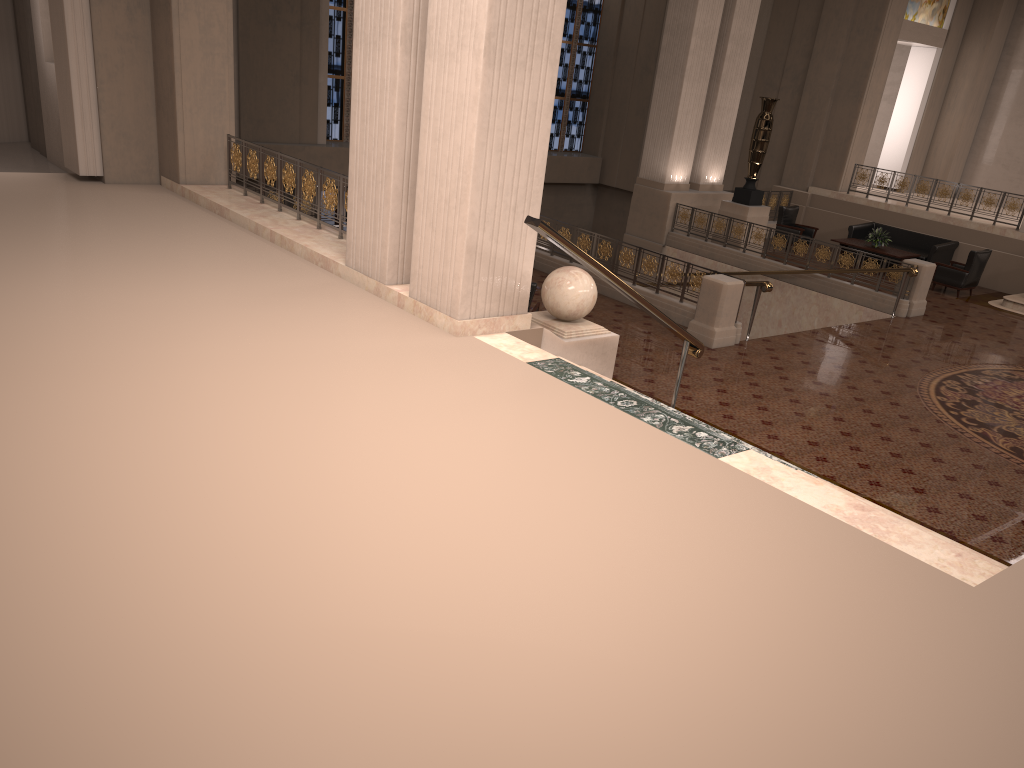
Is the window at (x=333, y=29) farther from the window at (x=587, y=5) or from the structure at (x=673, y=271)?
the structure at (x=673, y=271)

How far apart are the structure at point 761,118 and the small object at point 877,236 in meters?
2.2

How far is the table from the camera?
16.88m

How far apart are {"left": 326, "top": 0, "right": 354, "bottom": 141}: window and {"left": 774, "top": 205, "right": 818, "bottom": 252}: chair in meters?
10.1

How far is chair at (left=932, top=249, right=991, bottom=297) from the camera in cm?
1569

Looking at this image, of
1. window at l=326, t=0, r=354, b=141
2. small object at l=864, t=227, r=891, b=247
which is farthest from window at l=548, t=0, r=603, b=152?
small object at l=864, t=227, r=891, b=247

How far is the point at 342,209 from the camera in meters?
9.0

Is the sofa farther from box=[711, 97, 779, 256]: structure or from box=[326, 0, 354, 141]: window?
box=[326, 0, 354, 141]: window

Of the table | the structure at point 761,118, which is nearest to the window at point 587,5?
the structure at point 761,118

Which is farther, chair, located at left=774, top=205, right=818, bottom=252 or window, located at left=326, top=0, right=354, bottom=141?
window, located at left=326, top=0, right=354, bottom=141
